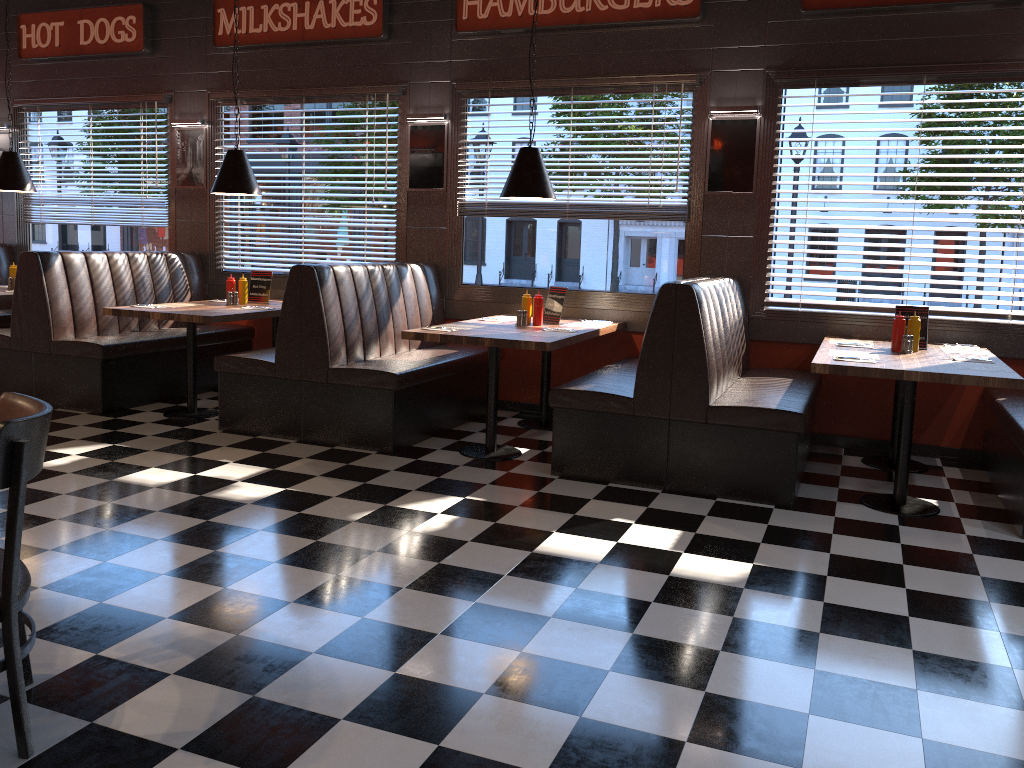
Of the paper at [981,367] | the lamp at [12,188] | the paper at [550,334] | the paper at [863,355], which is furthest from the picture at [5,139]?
the paper at [981,367]

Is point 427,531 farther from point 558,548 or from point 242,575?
point 242,575

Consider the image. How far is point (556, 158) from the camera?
6.68m

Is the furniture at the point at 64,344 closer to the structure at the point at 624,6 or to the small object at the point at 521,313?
the structure at the point at 624,6

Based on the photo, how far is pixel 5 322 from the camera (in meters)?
8.22

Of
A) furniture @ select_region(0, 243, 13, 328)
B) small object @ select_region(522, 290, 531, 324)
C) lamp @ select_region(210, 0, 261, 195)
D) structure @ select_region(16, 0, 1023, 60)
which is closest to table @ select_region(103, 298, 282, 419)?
lamp @ select_region(210, 0, 261, 195)

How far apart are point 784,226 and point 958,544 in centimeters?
264cm

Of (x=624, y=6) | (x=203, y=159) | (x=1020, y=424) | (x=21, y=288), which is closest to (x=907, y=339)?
(x=1020, y=424)

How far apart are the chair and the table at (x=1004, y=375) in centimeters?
352cm

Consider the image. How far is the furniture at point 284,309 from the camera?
5.7m
